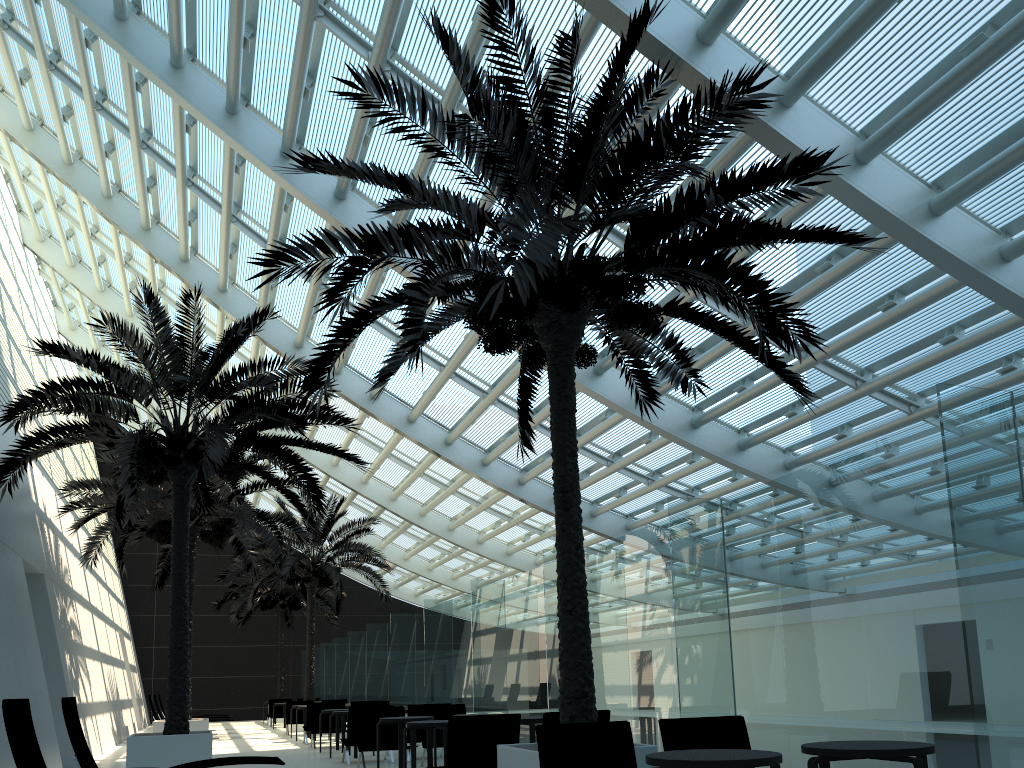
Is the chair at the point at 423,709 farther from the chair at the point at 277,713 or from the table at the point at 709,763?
the chair at the point at 277,713

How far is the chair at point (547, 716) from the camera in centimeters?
793cm

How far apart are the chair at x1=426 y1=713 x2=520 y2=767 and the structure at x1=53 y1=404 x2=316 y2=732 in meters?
8.9 m

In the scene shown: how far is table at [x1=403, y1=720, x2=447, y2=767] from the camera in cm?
881

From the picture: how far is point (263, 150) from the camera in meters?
13.6

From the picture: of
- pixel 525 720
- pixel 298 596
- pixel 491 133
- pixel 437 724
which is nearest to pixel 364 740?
pixel 437 724

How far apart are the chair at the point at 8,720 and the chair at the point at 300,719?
17.0 meters

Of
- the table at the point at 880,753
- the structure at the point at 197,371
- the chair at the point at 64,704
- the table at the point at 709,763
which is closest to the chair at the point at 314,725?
the structure at the point at 197,371

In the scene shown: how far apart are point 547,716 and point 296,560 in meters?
16.6 m

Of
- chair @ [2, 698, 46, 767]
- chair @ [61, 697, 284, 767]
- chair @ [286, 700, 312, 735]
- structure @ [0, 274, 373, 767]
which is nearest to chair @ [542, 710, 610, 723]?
chair @ [61, 697, 284, 767]
